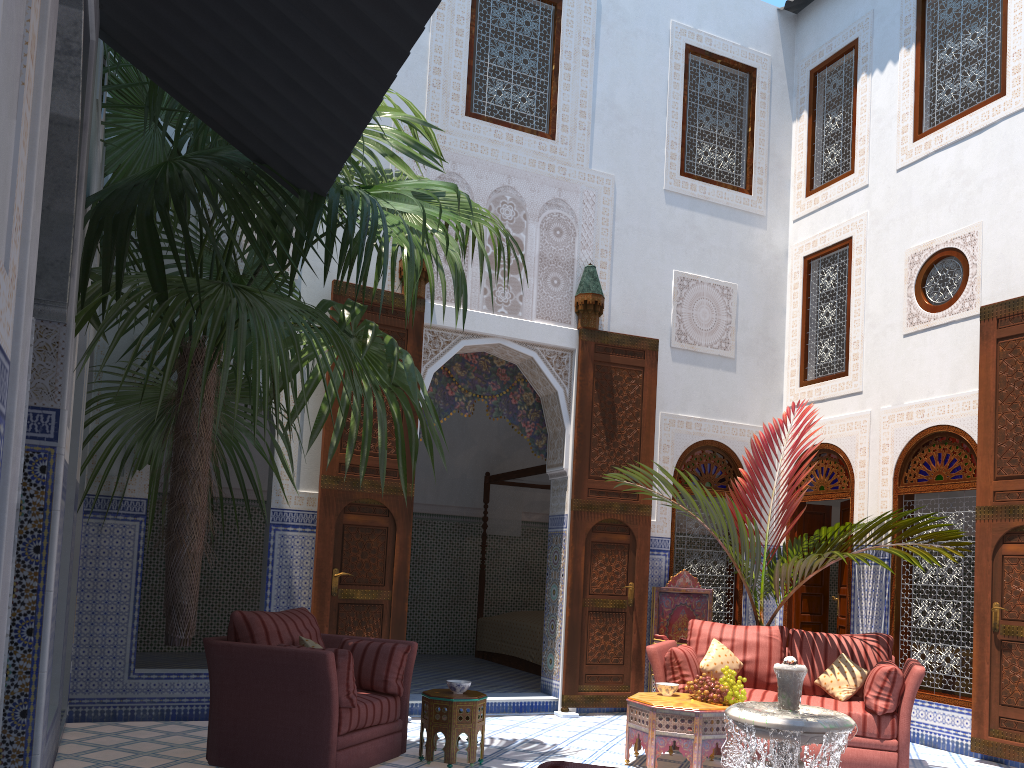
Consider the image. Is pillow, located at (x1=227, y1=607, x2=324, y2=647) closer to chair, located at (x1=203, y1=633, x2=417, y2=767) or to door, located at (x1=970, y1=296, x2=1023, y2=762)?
chair, located at (x1=203, y1=633, x2=417, y2=767)

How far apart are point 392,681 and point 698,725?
1.4m

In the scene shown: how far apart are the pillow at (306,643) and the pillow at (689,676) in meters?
1.8 m

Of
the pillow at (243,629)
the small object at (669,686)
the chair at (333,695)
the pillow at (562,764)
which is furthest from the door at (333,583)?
the pillow at (562,764)

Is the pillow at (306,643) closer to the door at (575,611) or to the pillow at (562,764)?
the door at (575,611)

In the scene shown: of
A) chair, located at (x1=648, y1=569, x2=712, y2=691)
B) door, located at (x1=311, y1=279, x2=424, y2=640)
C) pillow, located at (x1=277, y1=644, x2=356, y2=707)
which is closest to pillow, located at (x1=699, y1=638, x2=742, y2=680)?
chair, located at (x1=648, y1=569, x2=712, y2=691)

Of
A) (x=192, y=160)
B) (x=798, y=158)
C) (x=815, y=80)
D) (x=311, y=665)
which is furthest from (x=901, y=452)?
(x=192, y=160)

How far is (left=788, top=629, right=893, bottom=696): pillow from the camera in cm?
452

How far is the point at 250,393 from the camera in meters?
4.2

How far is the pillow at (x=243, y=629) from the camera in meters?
3.7 m
